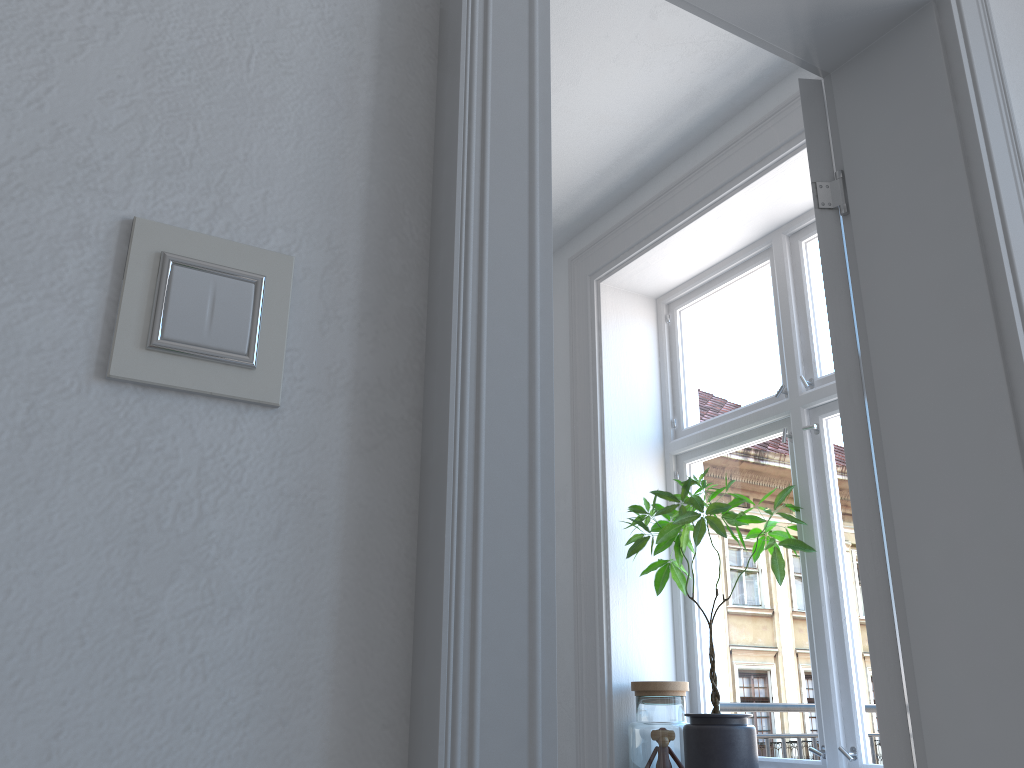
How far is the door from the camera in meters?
0.7 m

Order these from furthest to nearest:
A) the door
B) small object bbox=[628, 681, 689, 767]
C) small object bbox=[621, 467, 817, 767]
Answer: small object bbox=[628, 681, 689, 767]
small object bbox=[621, 467, 817, 767]
the door

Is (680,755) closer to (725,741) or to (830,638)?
(725,741)

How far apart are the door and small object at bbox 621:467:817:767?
1.37m

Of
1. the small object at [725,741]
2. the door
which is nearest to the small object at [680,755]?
the small object at [725,741]

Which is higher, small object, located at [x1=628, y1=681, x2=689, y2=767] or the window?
the window

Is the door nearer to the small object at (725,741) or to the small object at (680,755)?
the small object at (725,741)

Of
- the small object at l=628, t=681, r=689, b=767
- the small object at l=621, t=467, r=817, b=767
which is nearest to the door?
the small object at l=621, t=467, r=817, b=767

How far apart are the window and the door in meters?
1.4 m

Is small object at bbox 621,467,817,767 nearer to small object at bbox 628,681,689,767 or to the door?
small object at bbox 628,681,689,767
